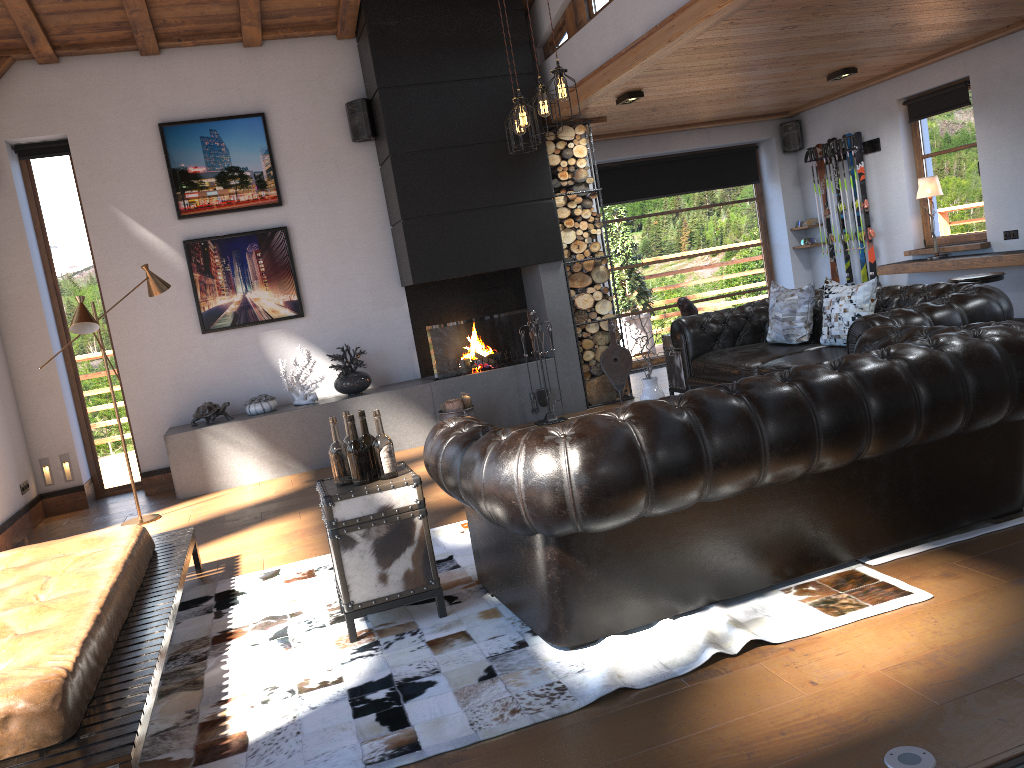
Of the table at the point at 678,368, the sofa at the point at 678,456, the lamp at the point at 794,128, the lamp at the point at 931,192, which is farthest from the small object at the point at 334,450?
the lamp at the point at 794,128

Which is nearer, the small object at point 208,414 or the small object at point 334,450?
Answer: the small object at point 334,450

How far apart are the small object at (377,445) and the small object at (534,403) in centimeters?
424cm

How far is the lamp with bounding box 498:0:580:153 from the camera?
5.19m

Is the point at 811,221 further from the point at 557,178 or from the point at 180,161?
the point at 180,161

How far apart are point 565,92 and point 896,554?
3.17m

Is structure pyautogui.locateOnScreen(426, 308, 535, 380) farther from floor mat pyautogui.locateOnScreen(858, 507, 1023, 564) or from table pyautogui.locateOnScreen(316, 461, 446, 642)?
floor mat pyautogui.locateOnScreen(858, 507, 1023, 564)

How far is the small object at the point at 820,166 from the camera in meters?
10.0 m

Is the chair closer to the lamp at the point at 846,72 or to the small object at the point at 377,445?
the lamp at the point at 846,72

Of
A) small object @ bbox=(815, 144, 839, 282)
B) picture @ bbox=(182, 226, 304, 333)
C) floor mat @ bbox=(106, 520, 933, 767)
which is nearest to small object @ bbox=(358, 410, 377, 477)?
floor mat @ bbox=(106, 520, 933, 767)
